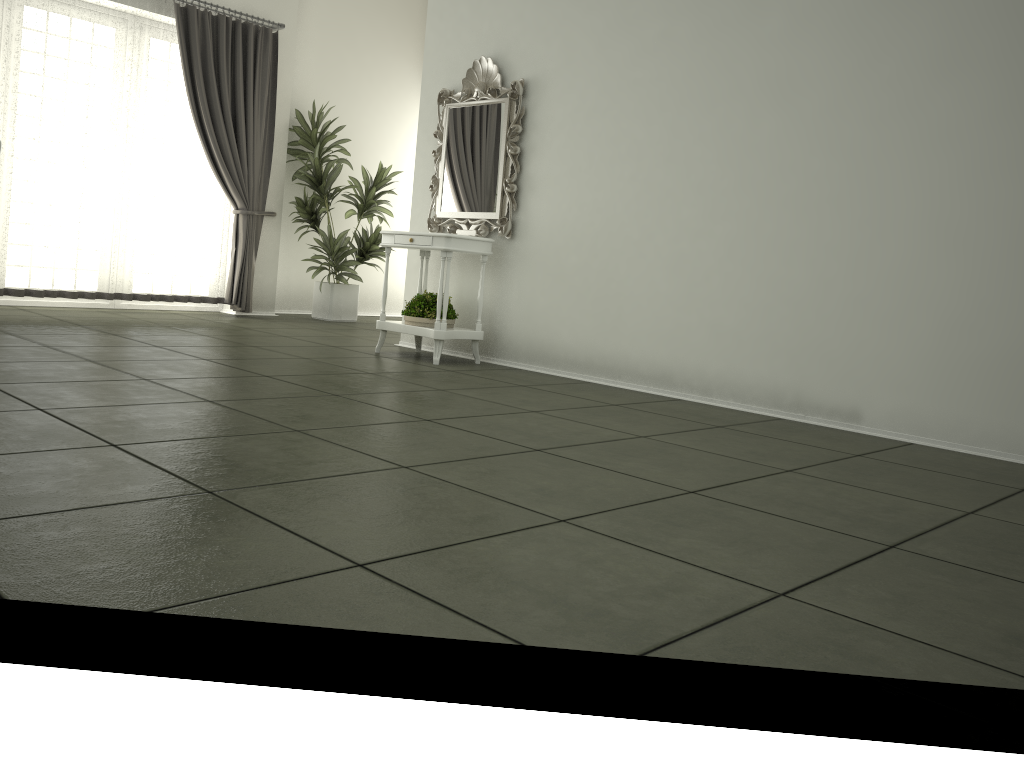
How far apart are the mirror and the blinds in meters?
2.3

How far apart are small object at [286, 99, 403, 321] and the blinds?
0.3m

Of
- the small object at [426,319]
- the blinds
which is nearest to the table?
the small object at [426,319]

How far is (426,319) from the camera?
5.56m

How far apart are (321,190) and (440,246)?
3.1 meters

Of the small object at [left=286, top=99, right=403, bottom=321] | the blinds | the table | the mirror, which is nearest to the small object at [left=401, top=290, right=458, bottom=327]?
the table

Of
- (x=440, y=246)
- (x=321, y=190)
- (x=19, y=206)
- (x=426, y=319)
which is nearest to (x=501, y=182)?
(x=440, y=246)

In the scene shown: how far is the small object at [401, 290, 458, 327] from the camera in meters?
5.6 m

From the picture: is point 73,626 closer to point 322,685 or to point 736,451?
point 322,685

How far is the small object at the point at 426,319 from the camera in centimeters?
556cm
